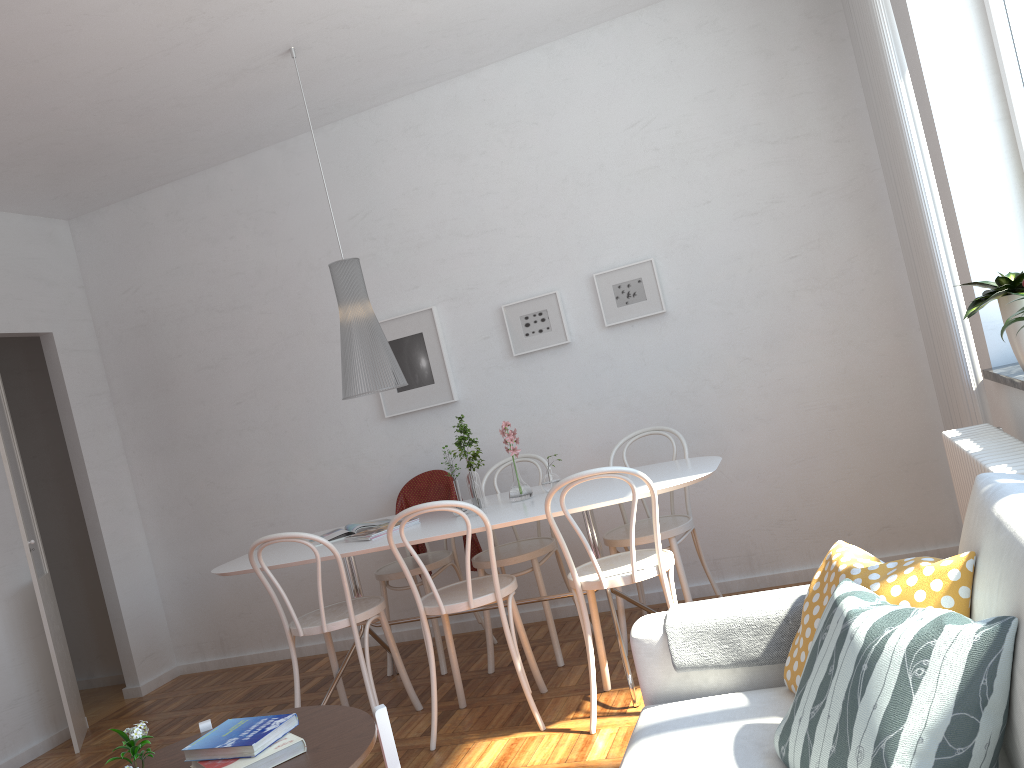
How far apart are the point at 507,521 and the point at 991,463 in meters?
1.6 m

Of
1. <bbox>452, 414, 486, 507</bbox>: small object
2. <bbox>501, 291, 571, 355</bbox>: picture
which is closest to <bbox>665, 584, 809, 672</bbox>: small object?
<bbox>452, 414, 486, 507</bbox>: small object

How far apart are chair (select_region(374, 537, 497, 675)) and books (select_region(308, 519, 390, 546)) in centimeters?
31cm

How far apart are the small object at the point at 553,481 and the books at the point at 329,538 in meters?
0.9

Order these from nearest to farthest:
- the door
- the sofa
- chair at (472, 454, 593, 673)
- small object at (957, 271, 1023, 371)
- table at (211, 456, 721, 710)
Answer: the sofa
small object at (957, 271, 1023, 371)
table at (211, 456, 721, 710)
chair at (472, 454, 593, 673)
the door

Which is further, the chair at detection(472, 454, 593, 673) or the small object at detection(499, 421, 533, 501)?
the chair at detection(472, 454, 593, 673)

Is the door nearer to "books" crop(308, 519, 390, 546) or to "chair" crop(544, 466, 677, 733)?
→ "books" crop(308, 519, 390, 546)

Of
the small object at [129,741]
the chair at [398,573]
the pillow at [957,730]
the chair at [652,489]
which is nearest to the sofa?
the pillow at [957,730]

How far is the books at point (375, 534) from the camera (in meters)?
3.68

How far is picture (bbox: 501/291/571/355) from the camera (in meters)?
4.56
